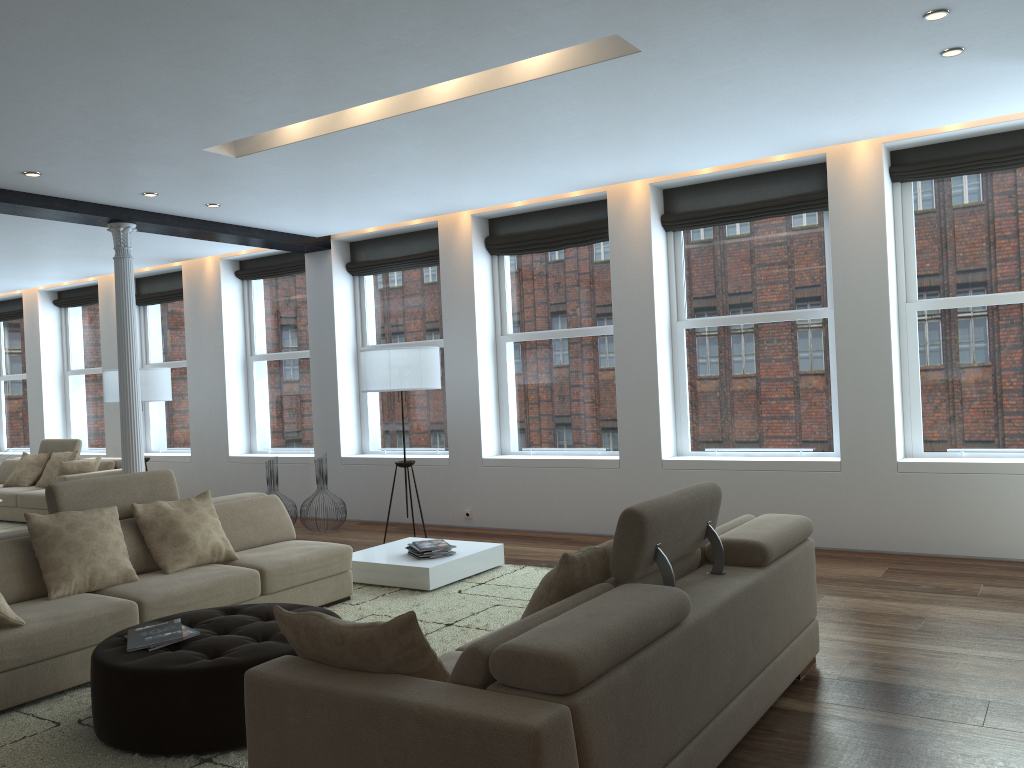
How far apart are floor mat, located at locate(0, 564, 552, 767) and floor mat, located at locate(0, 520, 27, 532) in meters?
6.0

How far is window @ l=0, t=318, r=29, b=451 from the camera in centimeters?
1345cm

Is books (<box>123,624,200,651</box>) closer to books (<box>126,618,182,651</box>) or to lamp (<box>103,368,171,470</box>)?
books (<box>126,618,182,651</box>)

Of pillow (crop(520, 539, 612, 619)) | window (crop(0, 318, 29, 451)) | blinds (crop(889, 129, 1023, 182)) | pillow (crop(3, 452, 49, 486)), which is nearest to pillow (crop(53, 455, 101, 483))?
pillow (crop(3, 452, 49, 486))

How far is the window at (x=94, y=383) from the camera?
12.41m

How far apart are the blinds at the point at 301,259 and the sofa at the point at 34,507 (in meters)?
2.61

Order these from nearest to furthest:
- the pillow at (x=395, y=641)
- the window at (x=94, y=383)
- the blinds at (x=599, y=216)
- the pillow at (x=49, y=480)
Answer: the pillow at (x=395, y=641)
the blinds at (x=599, y=216)
the pillow at (x=49, y=480)
the window at (x=94, y=383)

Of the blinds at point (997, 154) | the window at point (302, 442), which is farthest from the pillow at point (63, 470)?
the blinds at point (997, 154)

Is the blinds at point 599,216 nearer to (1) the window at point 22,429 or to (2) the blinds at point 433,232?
(2) the blinds at point 433,232

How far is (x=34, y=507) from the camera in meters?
10.0
